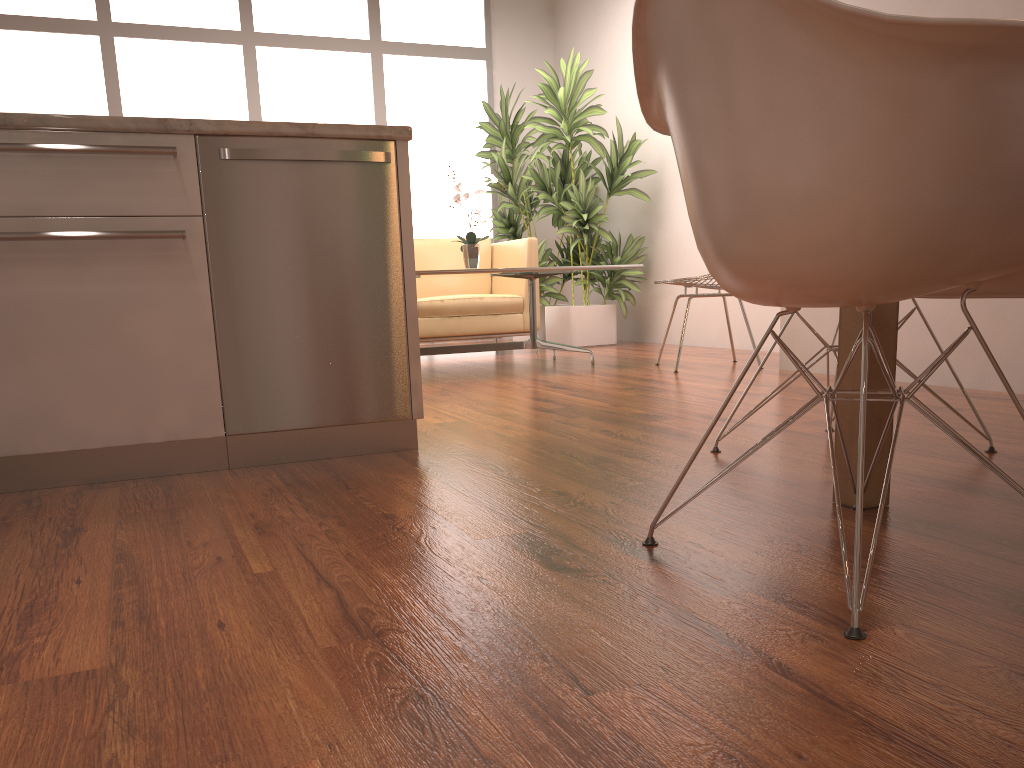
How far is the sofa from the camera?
6.0m

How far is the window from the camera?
6.59m

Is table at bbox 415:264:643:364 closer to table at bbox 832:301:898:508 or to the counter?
the counter

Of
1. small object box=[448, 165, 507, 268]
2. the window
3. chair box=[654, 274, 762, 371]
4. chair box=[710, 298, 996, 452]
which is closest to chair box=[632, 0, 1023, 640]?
chair box=[710, 298, 996, 452]

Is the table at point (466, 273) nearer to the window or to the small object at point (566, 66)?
the small object at point (566, 66)

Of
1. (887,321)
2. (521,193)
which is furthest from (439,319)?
(887,321)

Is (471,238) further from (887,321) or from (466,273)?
(887,321)

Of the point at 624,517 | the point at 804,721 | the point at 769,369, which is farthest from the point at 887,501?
the point at 769,369

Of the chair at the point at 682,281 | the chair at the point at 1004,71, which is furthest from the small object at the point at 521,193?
the chair at the point at 1004,71

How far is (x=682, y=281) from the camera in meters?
4.5 m
